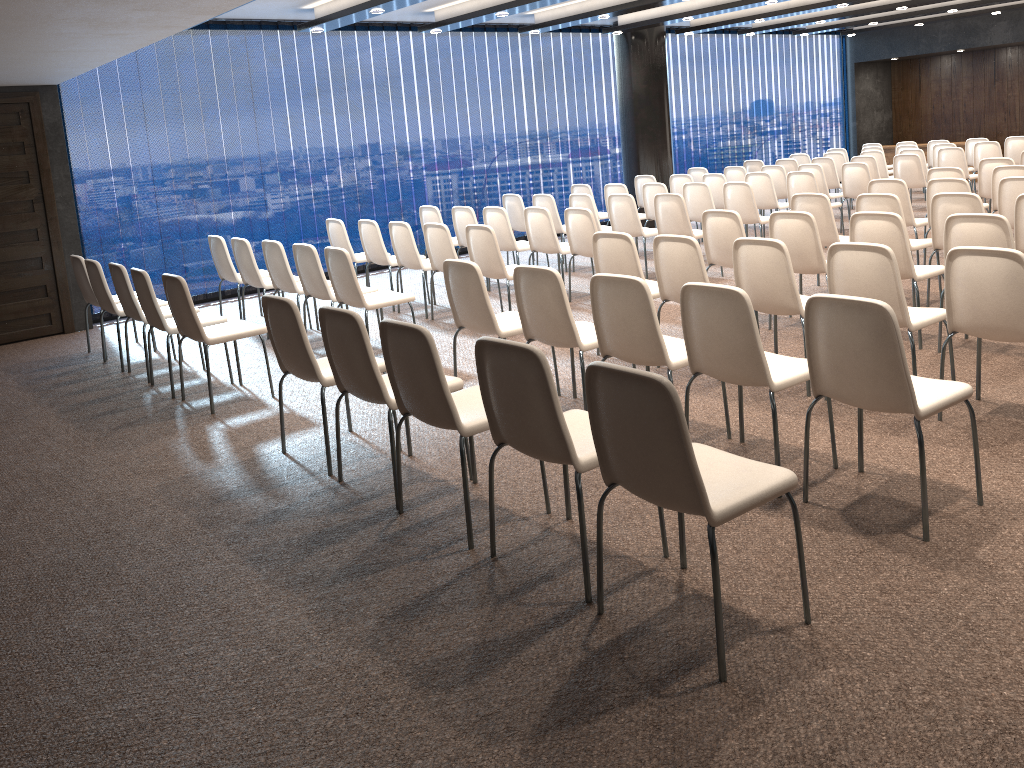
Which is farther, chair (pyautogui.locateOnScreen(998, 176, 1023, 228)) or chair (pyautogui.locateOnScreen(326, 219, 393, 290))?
chair (pyautogui.locateOnScreen(326, 219, 393, 290))

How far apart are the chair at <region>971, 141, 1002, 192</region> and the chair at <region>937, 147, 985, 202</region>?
1.1m

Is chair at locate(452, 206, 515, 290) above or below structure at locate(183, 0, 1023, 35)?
below

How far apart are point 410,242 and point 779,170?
5.8 meters

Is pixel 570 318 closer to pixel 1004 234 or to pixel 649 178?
pixel 1004 234

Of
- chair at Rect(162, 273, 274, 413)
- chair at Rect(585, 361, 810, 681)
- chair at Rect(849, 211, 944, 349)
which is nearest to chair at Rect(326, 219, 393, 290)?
chair at Rect(162, 273, 274, 413)

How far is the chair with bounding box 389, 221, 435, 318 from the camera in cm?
786

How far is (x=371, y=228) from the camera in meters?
8.3

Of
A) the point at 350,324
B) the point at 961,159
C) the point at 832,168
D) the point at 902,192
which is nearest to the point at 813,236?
the point at 902,192

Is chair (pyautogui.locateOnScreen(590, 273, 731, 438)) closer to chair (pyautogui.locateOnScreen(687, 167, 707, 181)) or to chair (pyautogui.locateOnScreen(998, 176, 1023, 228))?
chair (pyautogui.locateOnScreen(998, 176, 1023, 228))
